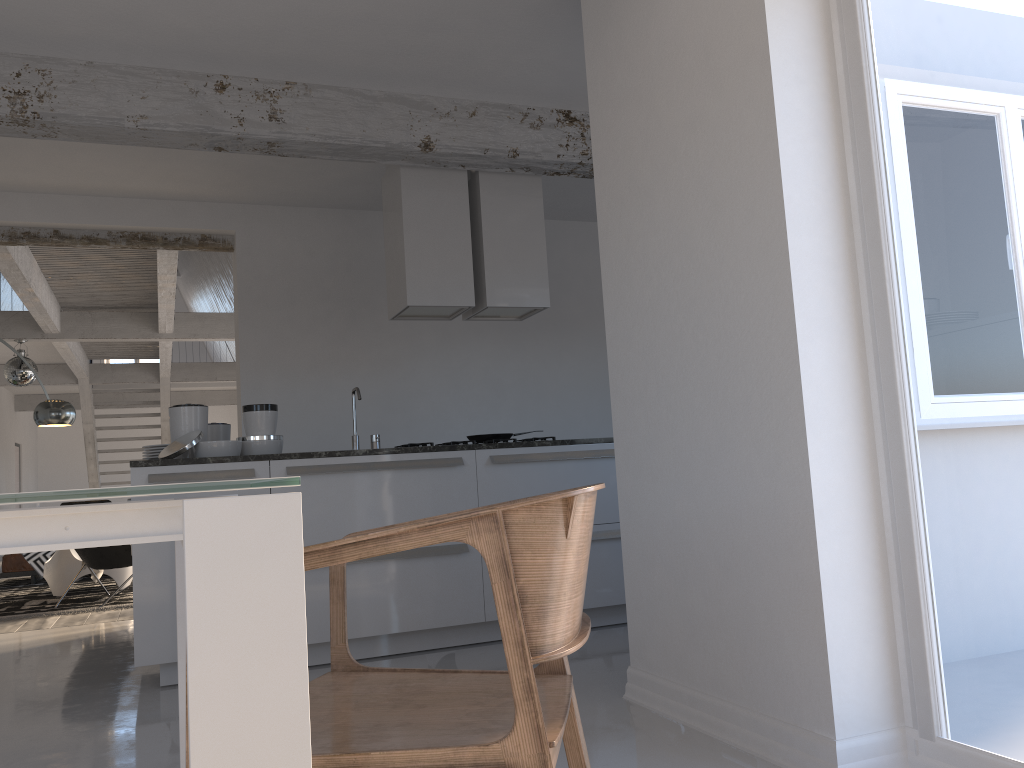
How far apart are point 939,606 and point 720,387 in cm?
84

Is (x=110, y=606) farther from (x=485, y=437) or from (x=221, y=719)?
(x=221, y=719)

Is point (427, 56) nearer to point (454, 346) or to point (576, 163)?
point (576, 163)

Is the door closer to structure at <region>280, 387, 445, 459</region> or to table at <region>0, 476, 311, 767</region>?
table at <region>0, 476, 311, 767</region>

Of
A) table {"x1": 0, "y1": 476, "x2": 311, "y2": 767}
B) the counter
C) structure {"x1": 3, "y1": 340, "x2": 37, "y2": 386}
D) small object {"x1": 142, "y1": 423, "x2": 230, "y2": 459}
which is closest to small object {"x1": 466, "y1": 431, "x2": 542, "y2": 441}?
the counter

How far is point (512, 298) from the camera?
5.3 meters

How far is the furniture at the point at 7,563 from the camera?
9.1 meters

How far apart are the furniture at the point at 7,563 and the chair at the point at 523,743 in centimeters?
873cm

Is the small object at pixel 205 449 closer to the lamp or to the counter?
the counter

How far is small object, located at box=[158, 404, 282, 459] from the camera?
4.2 meters
